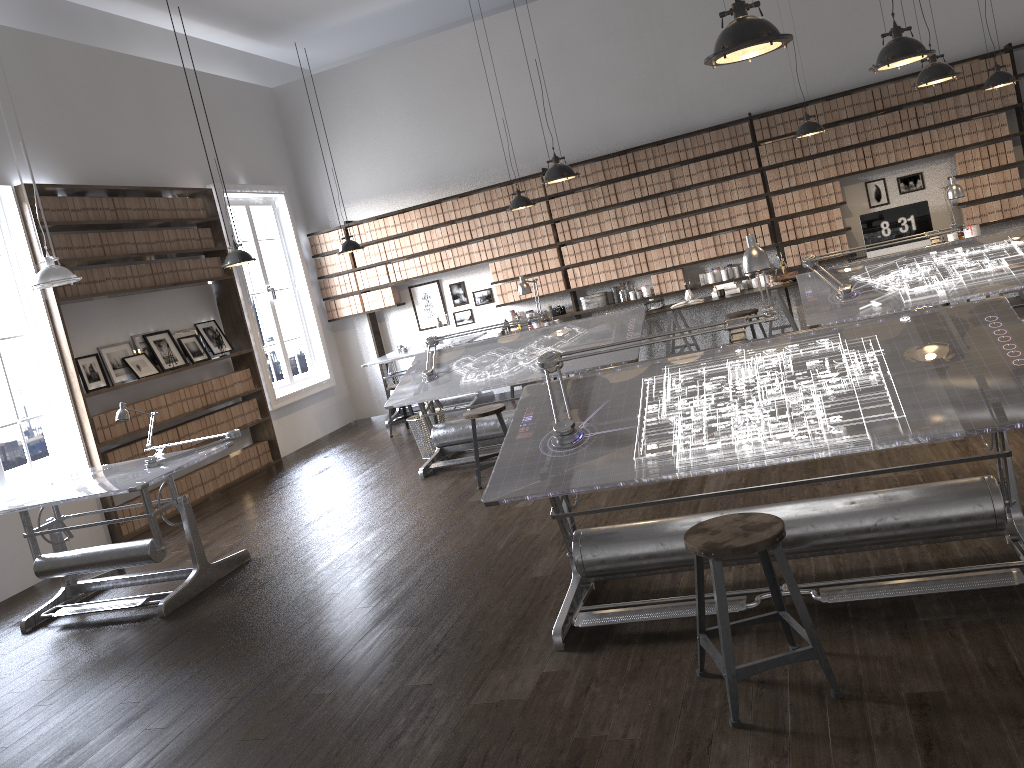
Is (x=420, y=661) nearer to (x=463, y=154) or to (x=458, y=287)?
→ (x=458, y=287)

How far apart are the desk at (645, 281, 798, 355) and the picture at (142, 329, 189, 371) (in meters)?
4.89

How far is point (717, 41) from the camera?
3.1 meters

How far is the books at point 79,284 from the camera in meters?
7.5

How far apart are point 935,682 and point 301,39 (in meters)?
10.63

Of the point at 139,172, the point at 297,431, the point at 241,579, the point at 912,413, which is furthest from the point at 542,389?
the point at 297,431

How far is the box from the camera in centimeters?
918cm

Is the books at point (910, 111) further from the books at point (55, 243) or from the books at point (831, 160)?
the books at point (55, 243)

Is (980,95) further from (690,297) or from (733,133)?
(690,297)

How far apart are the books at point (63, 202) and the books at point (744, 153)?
6.54m
